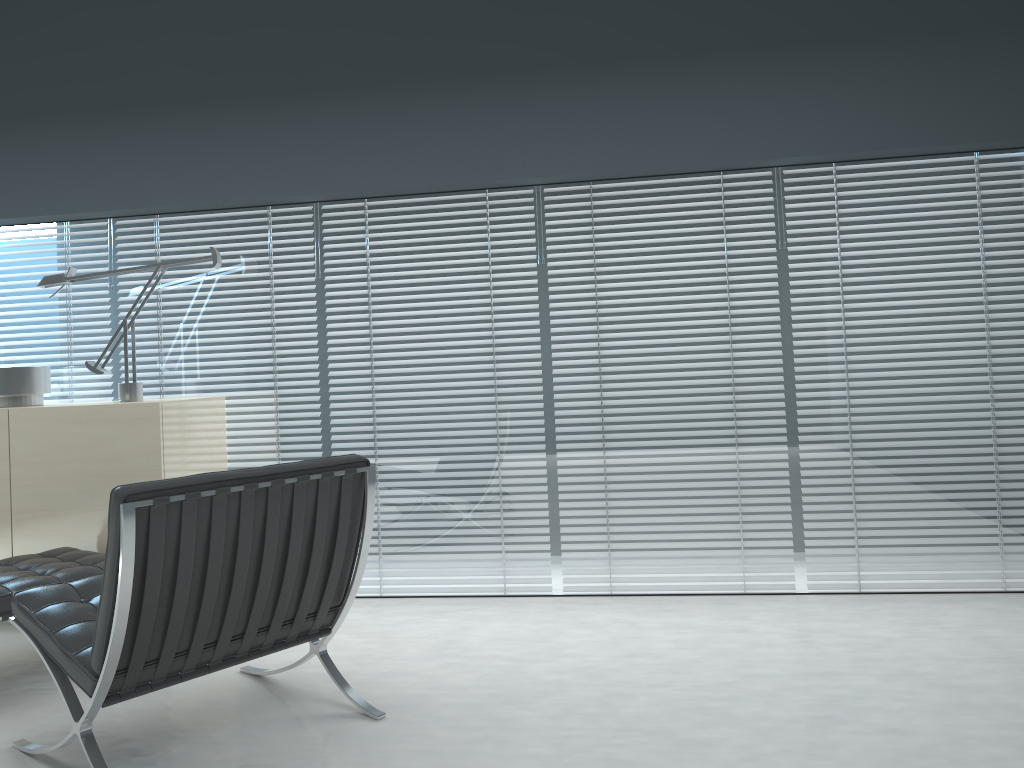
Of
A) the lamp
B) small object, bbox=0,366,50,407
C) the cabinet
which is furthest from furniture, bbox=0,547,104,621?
small object, bbox=0,366,50,407

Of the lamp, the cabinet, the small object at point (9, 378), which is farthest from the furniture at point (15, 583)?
the small object at point (9, 378)

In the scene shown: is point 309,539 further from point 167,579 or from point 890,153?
point 890,153

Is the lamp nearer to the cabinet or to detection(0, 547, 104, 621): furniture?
the cabinet

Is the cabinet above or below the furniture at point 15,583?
above

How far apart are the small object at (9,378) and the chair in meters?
1.5

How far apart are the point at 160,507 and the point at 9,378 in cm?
210

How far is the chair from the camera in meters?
2.1 m

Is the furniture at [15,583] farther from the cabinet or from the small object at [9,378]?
the small object at [9,378]

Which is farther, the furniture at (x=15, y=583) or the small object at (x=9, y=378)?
the small object at (x=9, y=378)
